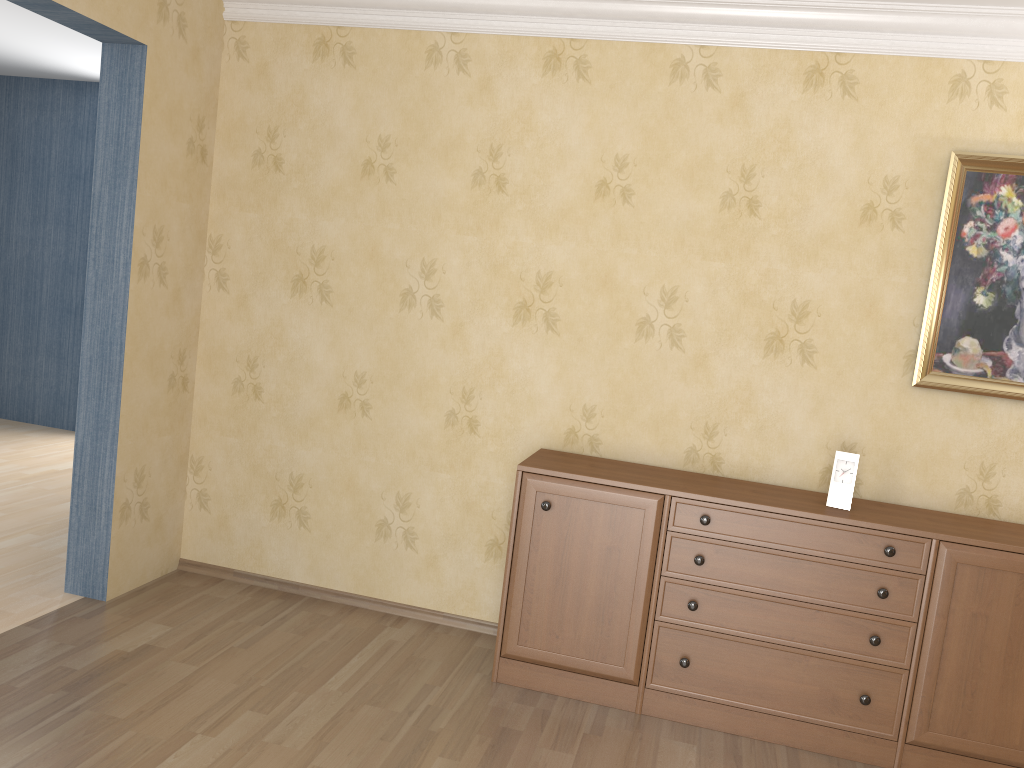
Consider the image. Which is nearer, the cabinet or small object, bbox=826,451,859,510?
the cabinet

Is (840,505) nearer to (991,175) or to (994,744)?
(994,744)

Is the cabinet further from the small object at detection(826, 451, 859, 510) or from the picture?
the picture

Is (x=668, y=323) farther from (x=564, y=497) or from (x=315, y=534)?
(x=315, y=534)

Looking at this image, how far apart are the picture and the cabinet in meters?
0.5

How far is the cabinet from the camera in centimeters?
289cm

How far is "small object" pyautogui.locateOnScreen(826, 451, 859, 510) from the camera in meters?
3.1

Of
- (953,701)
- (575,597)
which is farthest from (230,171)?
(953,701)

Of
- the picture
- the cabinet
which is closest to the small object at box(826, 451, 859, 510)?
the cabinet

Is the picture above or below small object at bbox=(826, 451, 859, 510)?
above
